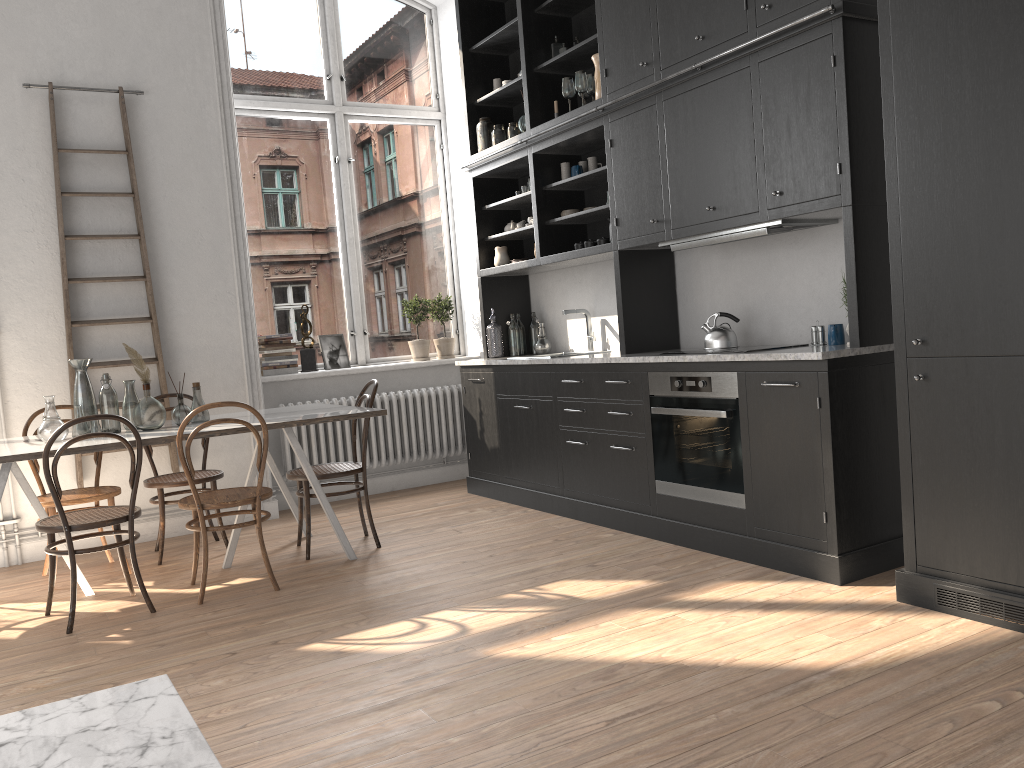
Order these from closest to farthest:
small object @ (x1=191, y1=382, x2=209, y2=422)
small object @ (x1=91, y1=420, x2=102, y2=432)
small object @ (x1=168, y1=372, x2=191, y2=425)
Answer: small object @ (x1=91, y1=420, x2=102, y2=432)
small object @ (x1=168, y1=372, x2=191, y2=425)
small object @ (x1=191, y1=382, x2=209, y2=422)

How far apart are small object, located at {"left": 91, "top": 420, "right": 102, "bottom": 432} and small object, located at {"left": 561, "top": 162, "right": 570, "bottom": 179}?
3.1m

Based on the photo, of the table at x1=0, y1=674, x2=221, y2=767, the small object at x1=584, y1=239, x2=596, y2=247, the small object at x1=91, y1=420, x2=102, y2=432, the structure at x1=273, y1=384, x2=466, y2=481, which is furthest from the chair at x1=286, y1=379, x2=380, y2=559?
the table at x1=0, y1=674, x2=221, y2=767

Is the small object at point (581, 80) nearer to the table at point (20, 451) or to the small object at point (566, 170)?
the small object at point (566, 170)

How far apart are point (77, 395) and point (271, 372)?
1.82m

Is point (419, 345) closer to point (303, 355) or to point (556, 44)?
point (303, 355)

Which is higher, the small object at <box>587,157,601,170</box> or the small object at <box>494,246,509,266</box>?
the small object at <box>587,157,601,170</box>

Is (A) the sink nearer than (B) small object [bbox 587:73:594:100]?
No

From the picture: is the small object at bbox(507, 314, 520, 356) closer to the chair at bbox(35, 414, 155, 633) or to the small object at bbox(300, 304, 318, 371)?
the small object at bbox(300, 304, 318, 371)

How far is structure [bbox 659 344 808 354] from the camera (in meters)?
4.17
